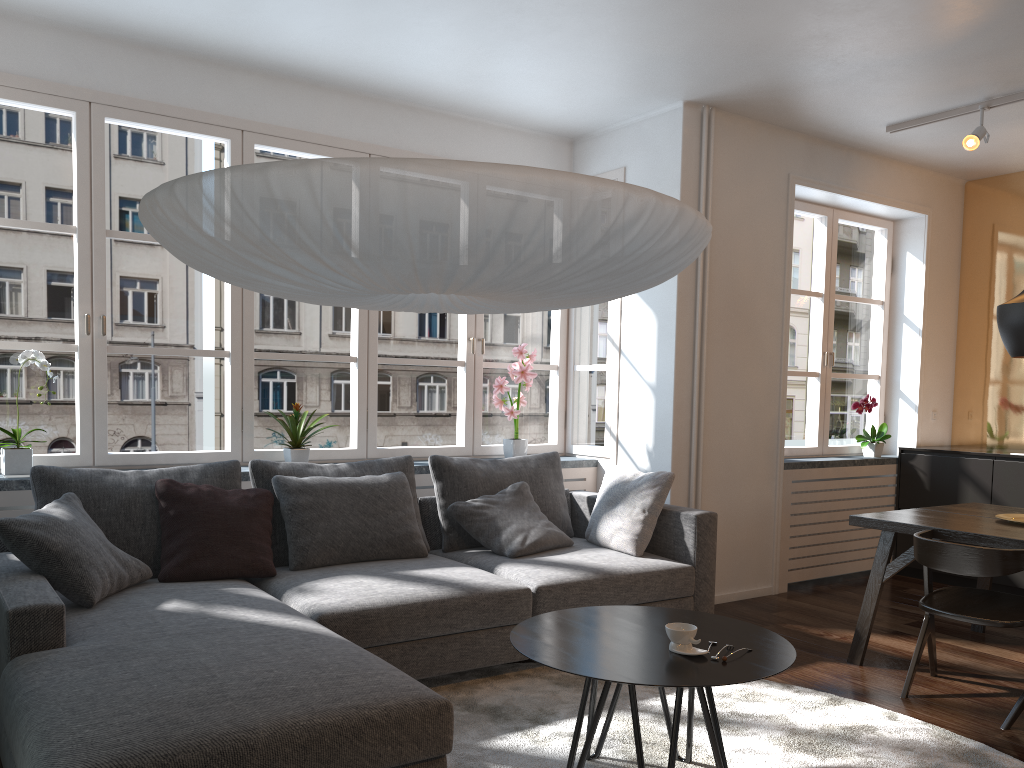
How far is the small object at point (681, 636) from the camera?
2.5 meters

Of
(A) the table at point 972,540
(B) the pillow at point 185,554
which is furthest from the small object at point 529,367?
(A) the table at point 972,540

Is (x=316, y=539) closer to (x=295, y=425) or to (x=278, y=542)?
(x=278, y=542)

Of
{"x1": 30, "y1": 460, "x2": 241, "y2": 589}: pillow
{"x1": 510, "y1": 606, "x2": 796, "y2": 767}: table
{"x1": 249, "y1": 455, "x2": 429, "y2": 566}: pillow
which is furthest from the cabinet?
{"x1": 30, "y1": 460, "x2": 241, "y2": 589}: pillow

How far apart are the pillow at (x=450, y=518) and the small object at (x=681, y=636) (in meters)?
1.90

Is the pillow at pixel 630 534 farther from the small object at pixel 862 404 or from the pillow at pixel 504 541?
the small object at pixel 862 404

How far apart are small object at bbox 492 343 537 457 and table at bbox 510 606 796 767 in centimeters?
223cm

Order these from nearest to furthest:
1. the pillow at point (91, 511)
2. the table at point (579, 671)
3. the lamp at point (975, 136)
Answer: the table at point (579, 671) → the pillow at point (91, 511) → the lamp at point (975, 136)

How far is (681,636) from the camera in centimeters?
248cm

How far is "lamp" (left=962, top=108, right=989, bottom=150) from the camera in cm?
462
